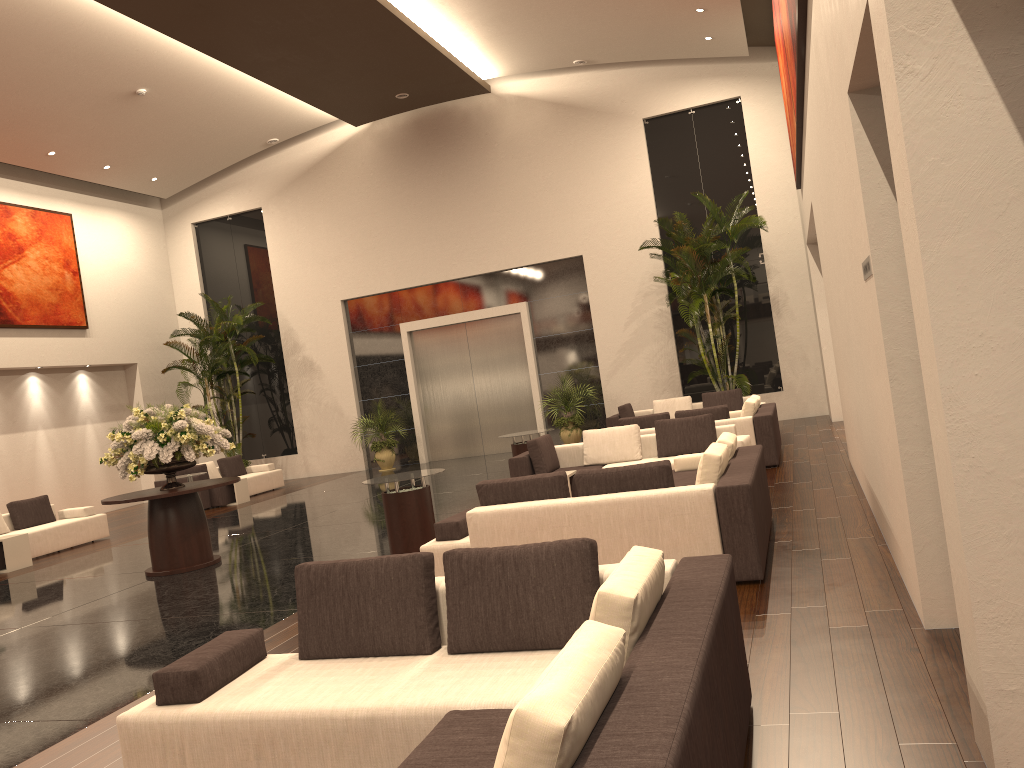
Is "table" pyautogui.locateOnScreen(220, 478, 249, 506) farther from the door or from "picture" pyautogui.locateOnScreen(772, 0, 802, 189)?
"picture" pyautogui.locateOnScreen(772, 0, 802, 189)

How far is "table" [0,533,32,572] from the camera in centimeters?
1205cm

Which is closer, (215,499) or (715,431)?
(715,431)

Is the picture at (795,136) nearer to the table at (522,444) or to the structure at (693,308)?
the structure at (693,308)

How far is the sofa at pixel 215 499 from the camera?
16.9 meters

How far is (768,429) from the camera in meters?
11.3 m

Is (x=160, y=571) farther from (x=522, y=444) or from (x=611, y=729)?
(x=611, y=729)

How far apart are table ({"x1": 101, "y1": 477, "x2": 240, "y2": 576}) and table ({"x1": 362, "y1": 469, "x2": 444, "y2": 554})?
2.2m

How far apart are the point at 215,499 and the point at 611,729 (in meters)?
15.84

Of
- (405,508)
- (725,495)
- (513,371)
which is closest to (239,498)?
(513,371)
